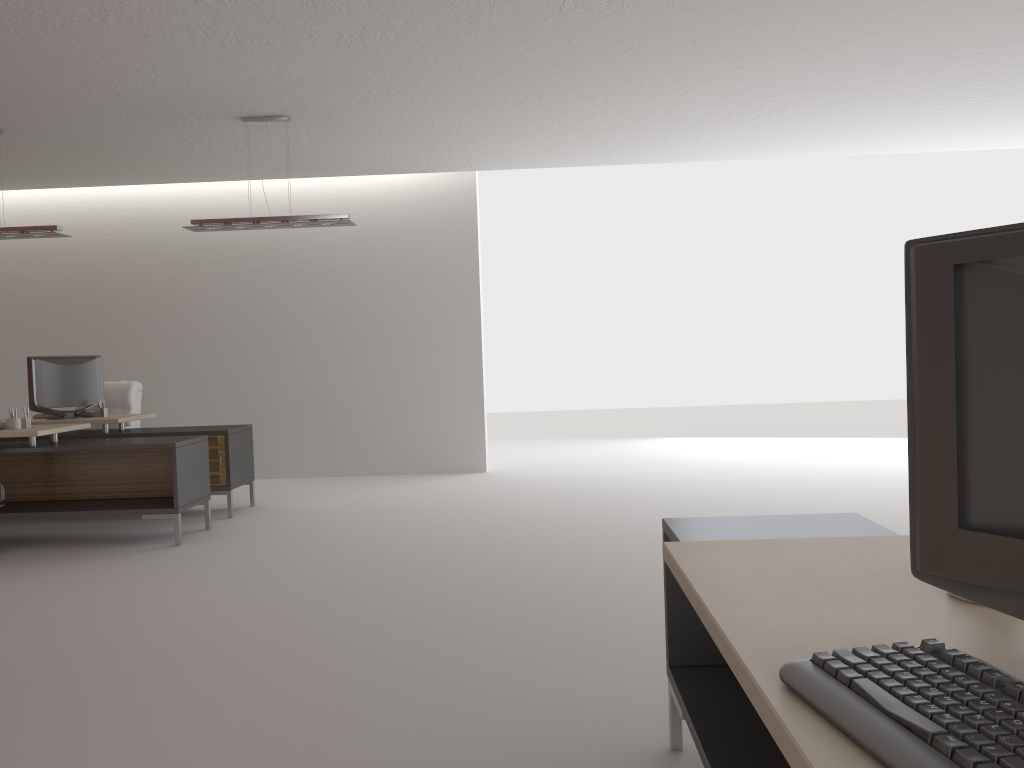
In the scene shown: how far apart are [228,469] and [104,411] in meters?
1.9

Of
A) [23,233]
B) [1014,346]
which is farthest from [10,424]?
[1014,346]

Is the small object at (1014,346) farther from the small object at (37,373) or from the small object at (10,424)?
the small object at (37,373)

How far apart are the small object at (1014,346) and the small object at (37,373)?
11.0m

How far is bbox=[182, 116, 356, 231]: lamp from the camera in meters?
9.8 m

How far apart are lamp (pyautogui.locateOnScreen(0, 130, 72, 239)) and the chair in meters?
2.6

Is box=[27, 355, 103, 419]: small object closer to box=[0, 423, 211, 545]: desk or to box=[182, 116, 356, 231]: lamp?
box=[0, 423, 211, 545]: desk

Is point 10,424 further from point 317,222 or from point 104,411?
point 317,222

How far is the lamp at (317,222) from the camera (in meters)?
9.83

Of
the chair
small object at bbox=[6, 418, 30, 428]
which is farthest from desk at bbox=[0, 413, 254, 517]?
small object at bbox=[6, 418, 30, 428]
